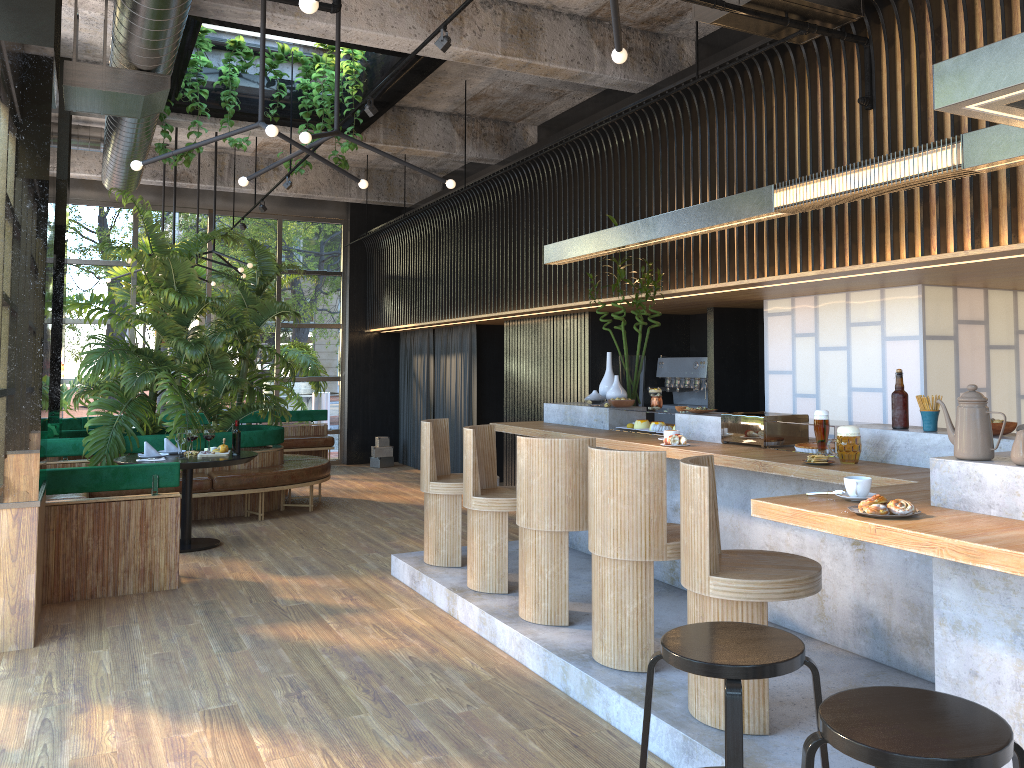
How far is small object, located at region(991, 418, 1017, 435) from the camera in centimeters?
365cm

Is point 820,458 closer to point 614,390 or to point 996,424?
point 996,424

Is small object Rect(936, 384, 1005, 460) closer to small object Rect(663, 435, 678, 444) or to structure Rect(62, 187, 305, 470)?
small object Rect(663, 435, 678, 444)

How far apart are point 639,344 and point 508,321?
4.1 meters

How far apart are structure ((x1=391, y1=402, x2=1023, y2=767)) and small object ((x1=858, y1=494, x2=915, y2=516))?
0.0m

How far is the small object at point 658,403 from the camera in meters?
6.0

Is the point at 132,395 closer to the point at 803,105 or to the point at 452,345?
the point at 452,345

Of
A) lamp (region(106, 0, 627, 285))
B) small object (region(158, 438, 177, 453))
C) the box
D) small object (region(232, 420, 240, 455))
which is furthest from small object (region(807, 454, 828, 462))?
the box

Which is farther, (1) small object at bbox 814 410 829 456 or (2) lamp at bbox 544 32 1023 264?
(1) small object at bbox 814 410 829 456

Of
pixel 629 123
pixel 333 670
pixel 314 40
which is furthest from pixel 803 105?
pixel 333 670
